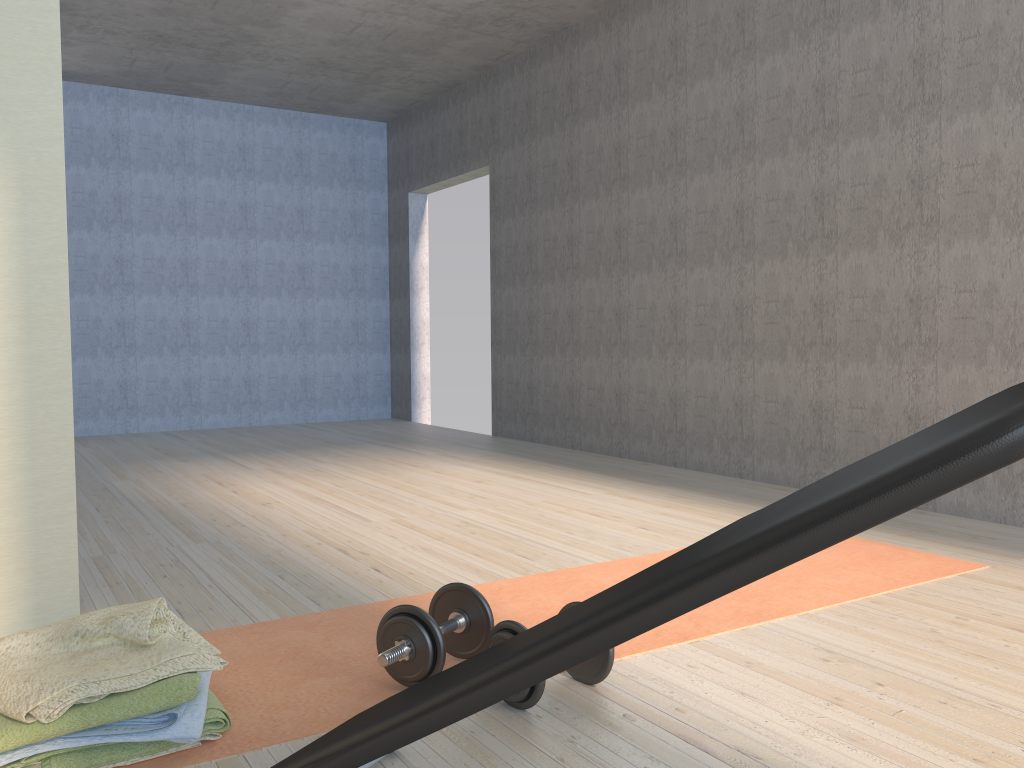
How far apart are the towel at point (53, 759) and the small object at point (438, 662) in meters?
0.3 m

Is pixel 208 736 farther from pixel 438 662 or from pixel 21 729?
pixel 438 662

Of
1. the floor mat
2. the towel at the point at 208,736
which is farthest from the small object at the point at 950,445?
the towel at the point at 208,736

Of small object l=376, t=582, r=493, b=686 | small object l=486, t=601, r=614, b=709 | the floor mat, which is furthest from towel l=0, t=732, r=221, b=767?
small object l=486, t=601, r=614, b=709

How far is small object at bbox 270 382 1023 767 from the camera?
0.8 meters

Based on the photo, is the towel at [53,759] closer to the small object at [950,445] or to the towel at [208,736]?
the towel at [208,736]

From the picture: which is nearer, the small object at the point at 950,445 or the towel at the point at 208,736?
the small object at the point at 950,445

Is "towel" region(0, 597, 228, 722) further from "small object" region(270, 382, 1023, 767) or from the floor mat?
"small object" region(270, 382, 1023, 767)

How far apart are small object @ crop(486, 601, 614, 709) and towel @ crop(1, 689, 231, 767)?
0.51m

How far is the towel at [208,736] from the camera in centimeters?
162cm
